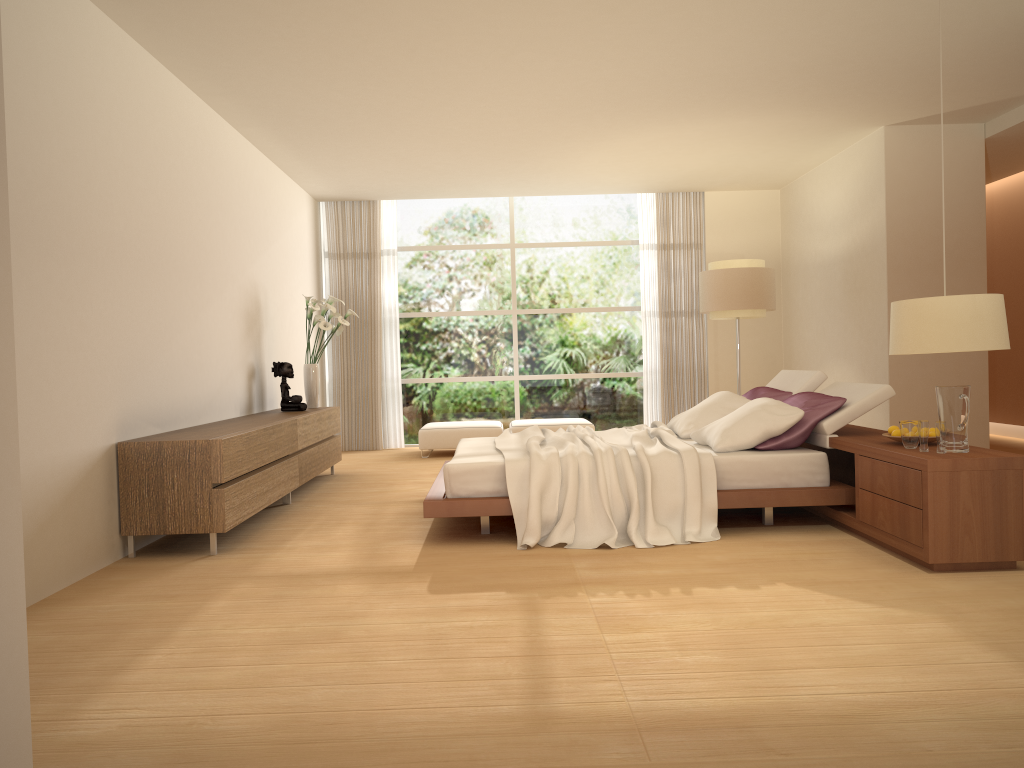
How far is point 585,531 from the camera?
5.1 meters

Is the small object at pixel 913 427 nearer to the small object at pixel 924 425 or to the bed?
the small object at pixel 924 425

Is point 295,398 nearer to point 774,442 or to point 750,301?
point 774,442

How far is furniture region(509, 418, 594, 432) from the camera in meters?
9.9

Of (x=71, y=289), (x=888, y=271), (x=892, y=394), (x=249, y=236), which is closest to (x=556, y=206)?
(x=888, y=271)

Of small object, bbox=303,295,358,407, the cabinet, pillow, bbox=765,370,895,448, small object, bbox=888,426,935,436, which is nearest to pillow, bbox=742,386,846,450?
pillow, bbox=765,370,895,448

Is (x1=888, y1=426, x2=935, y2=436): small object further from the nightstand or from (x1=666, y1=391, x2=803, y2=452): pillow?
(x1=666, y1=391, x2=803, y2=452): pillow

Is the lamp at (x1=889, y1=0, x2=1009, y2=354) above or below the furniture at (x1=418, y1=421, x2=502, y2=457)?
above

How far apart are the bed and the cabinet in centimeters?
113cm

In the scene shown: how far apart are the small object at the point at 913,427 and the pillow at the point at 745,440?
0.8 meters
